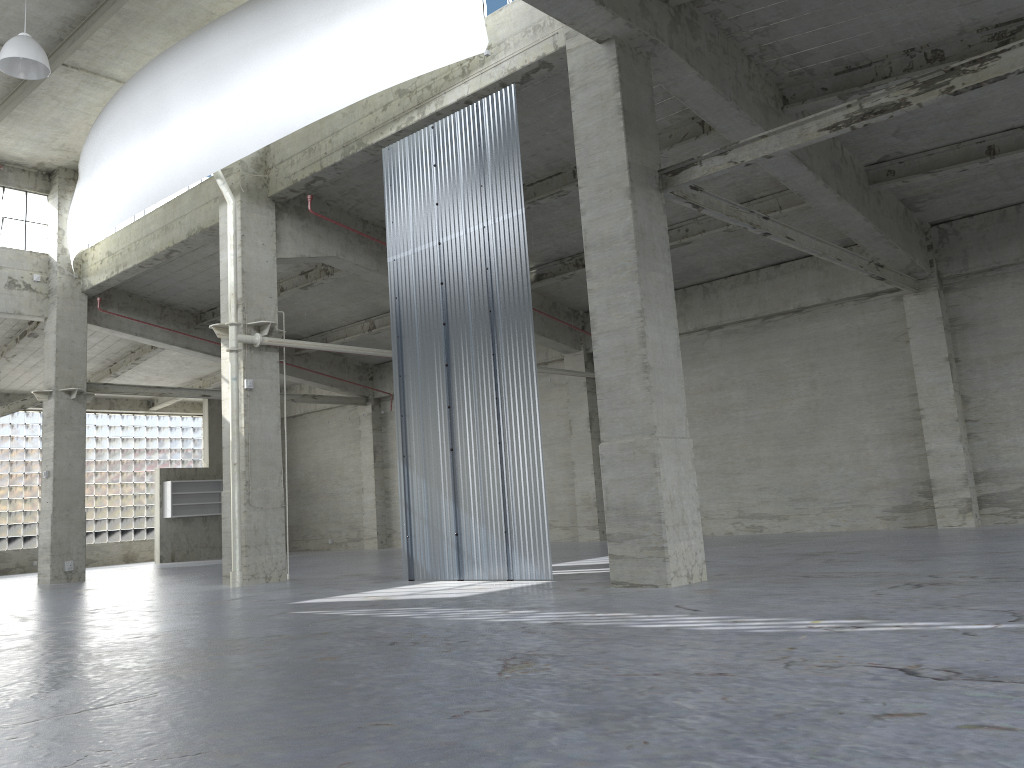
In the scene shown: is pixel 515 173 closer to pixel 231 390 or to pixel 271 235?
pixel 271 235

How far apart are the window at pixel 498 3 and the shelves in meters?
32.9 m

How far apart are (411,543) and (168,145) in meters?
12.8 m

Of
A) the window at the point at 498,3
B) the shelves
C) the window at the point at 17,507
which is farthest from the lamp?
the window at the point at 17,507

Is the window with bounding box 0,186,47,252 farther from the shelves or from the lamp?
the shelves

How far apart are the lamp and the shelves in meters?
27.2

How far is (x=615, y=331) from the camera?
15.4 meters

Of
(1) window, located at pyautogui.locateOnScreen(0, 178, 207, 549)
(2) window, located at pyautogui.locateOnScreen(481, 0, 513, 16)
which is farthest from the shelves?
(2) window, located at pyautogui.locateOnScreen(481, 0, 513, 16)

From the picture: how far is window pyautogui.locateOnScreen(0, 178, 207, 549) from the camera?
44.6m

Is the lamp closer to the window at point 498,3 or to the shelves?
the window at point 498,3
